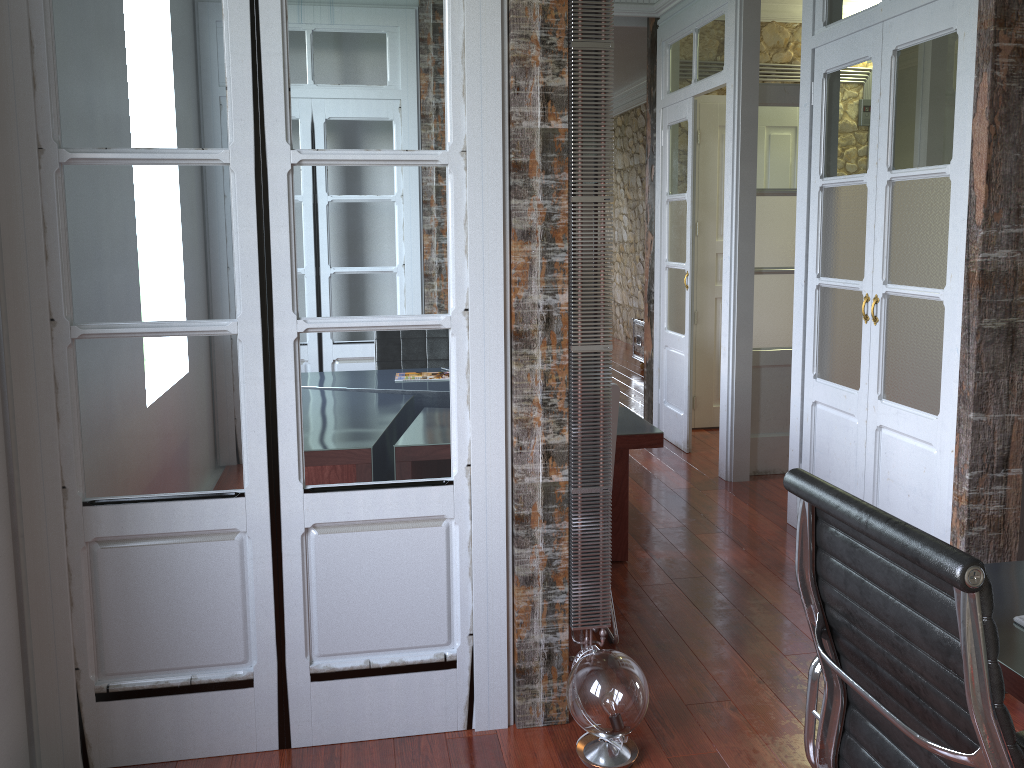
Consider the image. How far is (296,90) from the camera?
2.2 meters

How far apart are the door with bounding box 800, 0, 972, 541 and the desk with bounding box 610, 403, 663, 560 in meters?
0.9 m

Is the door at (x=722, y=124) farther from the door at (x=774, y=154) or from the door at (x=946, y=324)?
the door at (x=946, y=324)

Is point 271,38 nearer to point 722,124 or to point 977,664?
point 977,664

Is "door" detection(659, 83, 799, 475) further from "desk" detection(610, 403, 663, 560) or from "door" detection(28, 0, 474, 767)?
"door" detection(28, 0, 474, 767)

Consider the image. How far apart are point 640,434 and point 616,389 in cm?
49

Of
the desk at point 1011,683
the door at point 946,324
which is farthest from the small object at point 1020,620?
the door at point 946,324

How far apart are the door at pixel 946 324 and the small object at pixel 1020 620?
1.7 meters

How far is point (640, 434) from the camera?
3.3 meters

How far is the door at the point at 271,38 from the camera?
2.17m
